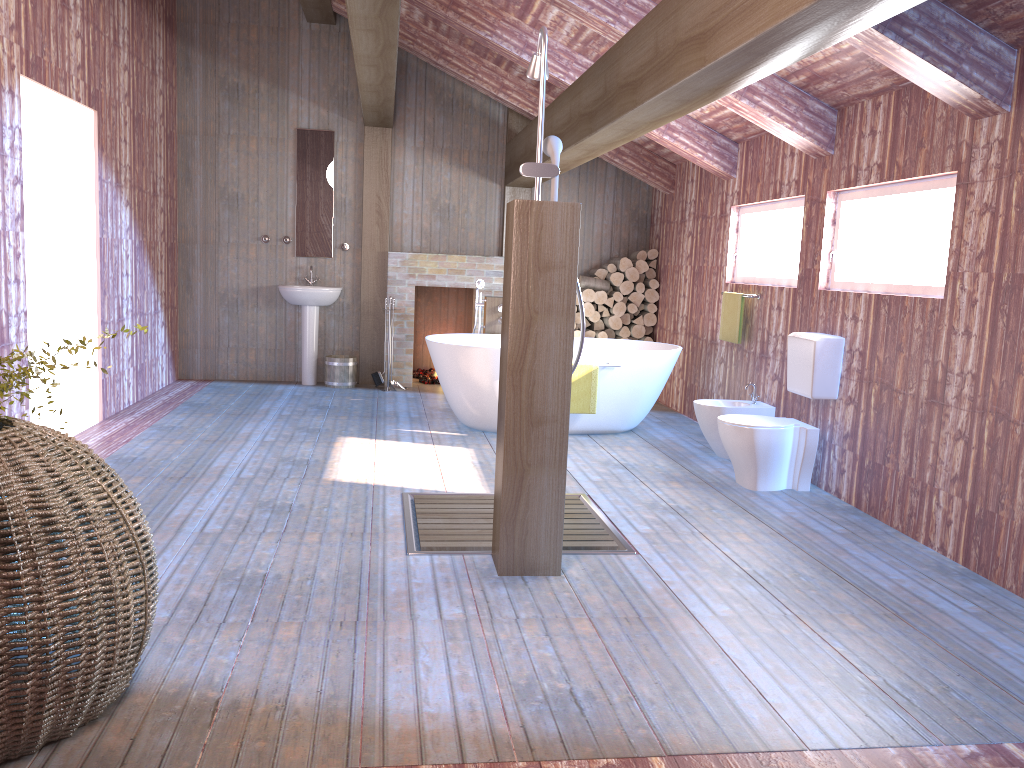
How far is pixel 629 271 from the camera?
8.51m

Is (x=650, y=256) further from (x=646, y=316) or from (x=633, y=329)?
(x=633, y=329)

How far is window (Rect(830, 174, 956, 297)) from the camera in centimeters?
429cm

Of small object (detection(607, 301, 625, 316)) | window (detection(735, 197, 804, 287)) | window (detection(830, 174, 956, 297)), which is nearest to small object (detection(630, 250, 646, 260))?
small object (detection(607, 301, 625, 316))

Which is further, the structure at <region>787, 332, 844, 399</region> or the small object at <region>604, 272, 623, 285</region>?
the small object at <region>604, 272, 623, 285</region>

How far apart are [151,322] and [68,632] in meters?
5.9

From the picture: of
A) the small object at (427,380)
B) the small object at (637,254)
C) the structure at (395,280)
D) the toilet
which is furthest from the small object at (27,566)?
the small object at (637,254)

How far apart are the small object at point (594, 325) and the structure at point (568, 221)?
5.1m

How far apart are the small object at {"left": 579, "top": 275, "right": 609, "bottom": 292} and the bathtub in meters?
1.3

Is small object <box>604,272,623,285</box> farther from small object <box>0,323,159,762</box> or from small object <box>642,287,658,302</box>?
small object <box>0,323,159,762</box>
